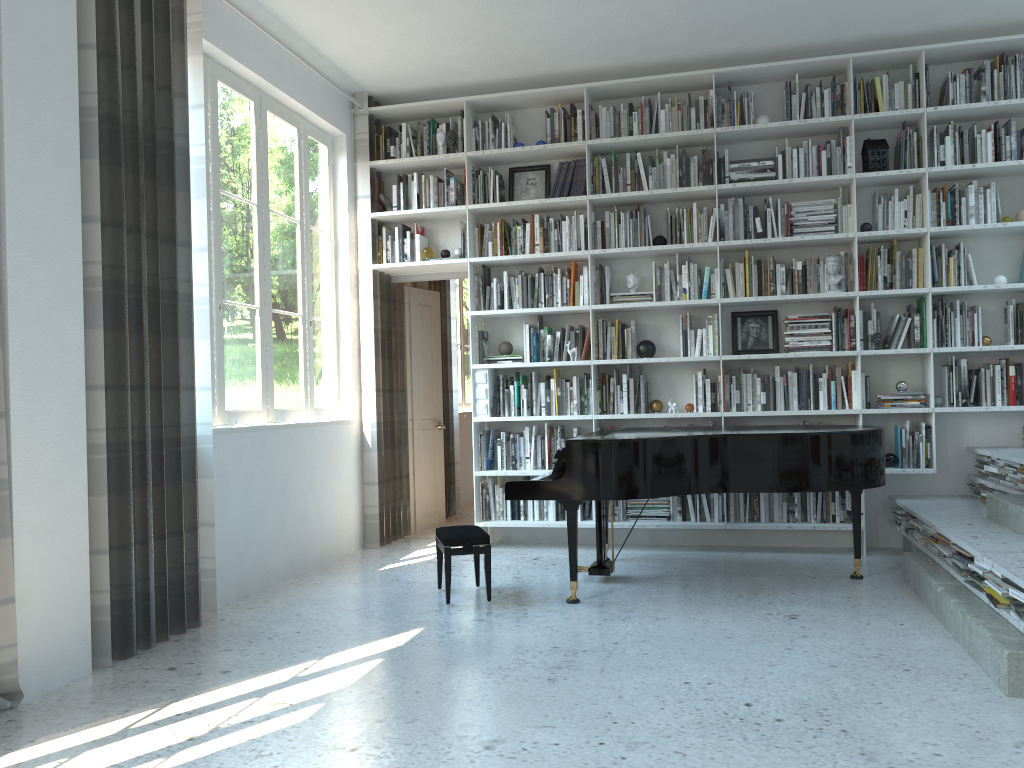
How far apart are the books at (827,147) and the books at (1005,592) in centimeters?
315cm

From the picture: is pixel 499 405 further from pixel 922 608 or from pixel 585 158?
pixel 922 608

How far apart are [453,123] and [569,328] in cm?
172

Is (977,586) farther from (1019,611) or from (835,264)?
(835,264)

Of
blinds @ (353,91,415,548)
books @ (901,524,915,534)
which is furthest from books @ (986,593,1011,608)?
blinds @ (353,91,415,548)

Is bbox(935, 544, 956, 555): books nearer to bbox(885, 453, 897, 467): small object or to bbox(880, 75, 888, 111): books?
bbox(885, 453, 897, 467): small object

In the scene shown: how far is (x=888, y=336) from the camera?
5.6 meters

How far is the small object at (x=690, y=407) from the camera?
5.89m

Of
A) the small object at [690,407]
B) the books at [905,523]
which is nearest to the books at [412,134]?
the small object at [690,407]

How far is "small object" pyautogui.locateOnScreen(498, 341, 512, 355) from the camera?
6.2 meters
